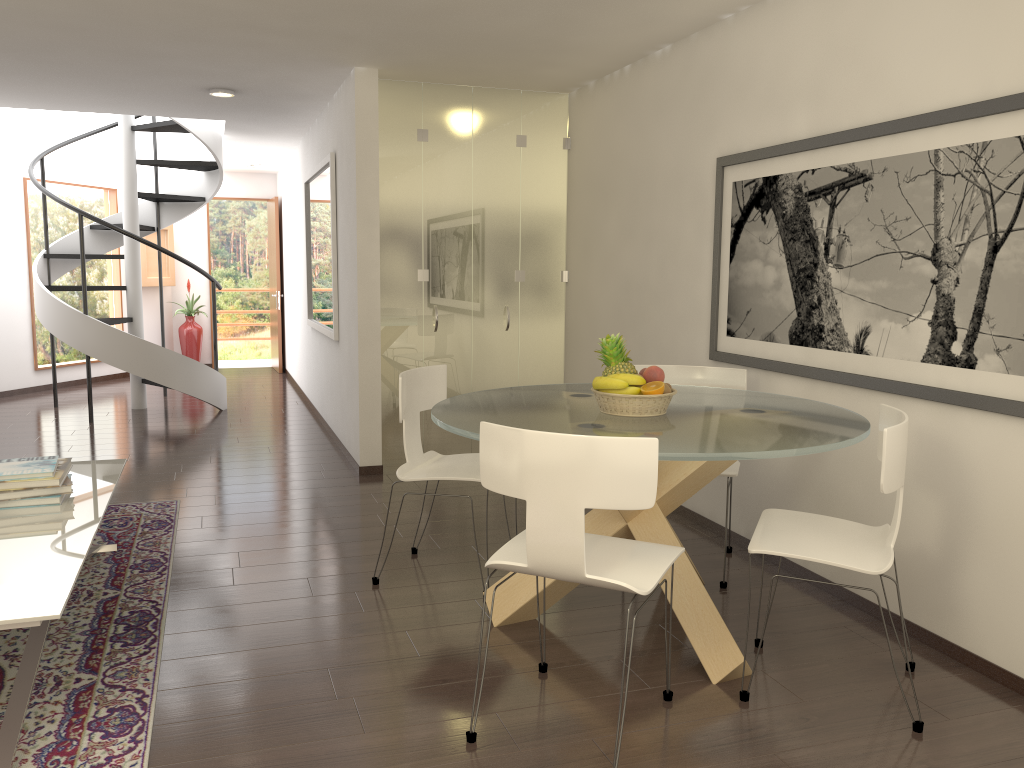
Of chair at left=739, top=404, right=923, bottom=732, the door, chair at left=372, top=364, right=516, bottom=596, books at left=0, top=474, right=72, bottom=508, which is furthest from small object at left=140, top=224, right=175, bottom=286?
chair at left=739, top=404, right=923, bottom=732

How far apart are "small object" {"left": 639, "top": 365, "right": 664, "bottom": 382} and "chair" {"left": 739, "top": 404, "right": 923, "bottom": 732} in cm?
68

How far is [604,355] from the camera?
3.7m

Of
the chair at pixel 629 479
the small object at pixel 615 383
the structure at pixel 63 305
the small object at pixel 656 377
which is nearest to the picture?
the small object at pixel 656 377

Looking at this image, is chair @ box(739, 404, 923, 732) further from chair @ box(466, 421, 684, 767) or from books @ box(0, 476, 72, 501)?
books @ box(0, 476, 72, 501)

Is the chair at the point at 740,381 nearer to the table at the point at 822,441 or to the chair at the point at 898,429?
the table at the point at 822,441

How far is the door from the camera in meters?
12.6 m

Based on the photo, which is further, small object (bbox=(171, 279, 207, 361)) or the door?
small object (bbox=(171, 279, 207, 361))

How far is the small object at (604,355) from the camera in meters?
3.7

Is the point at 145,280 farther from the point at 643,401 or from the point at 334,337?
the point at 643,401
